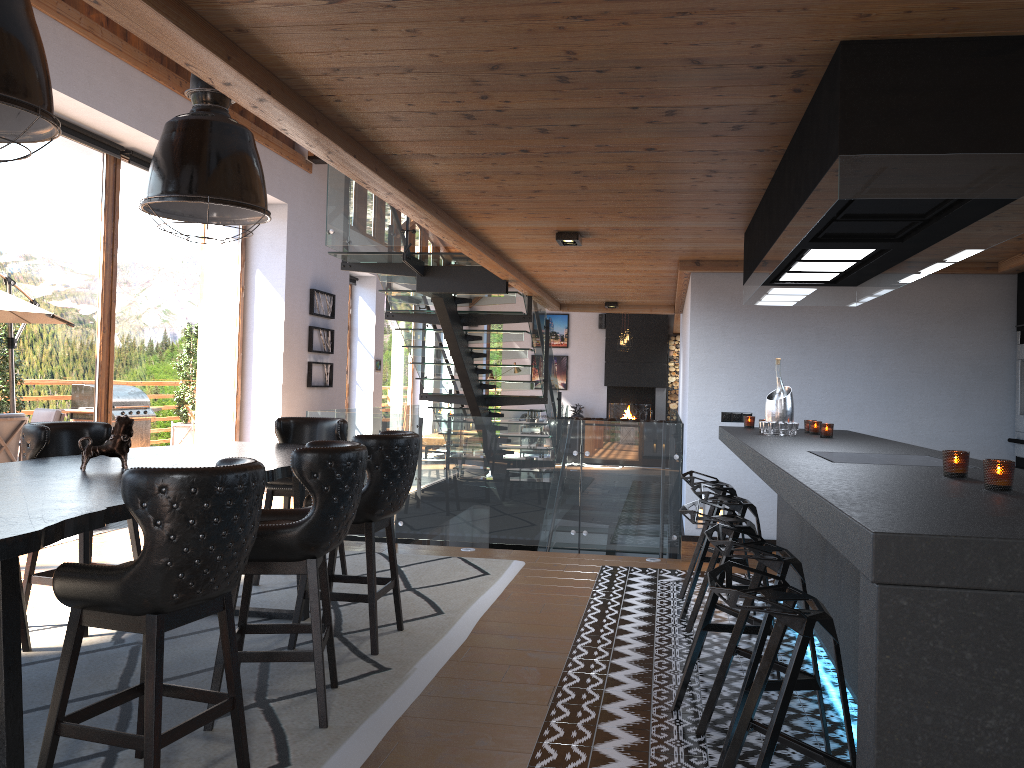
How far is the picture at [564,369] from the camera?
20.96m

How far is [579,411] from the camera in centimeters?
2057cm

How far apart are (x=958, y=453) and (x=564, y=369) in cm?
1824

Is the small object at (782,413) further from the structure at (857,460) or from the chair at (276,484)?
the chair at (276,484)

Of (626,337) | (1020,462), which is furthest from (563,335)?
(1020,462)

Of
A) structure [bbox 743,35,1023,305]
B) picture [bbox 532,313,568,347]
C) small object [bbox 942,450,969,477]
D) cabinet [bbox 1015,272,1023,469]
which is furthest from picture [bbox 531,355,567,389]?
small object [bbox 942,450,969,477]

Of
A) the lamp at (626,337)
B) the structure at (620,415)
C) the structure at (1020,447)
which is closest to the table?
the structure at (1020,447)

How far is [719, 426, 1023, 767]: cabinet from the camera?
1.6 meters

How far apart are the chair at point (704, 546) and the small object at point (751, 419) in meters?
0.7 m

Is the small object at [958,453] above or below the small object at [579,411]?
above
